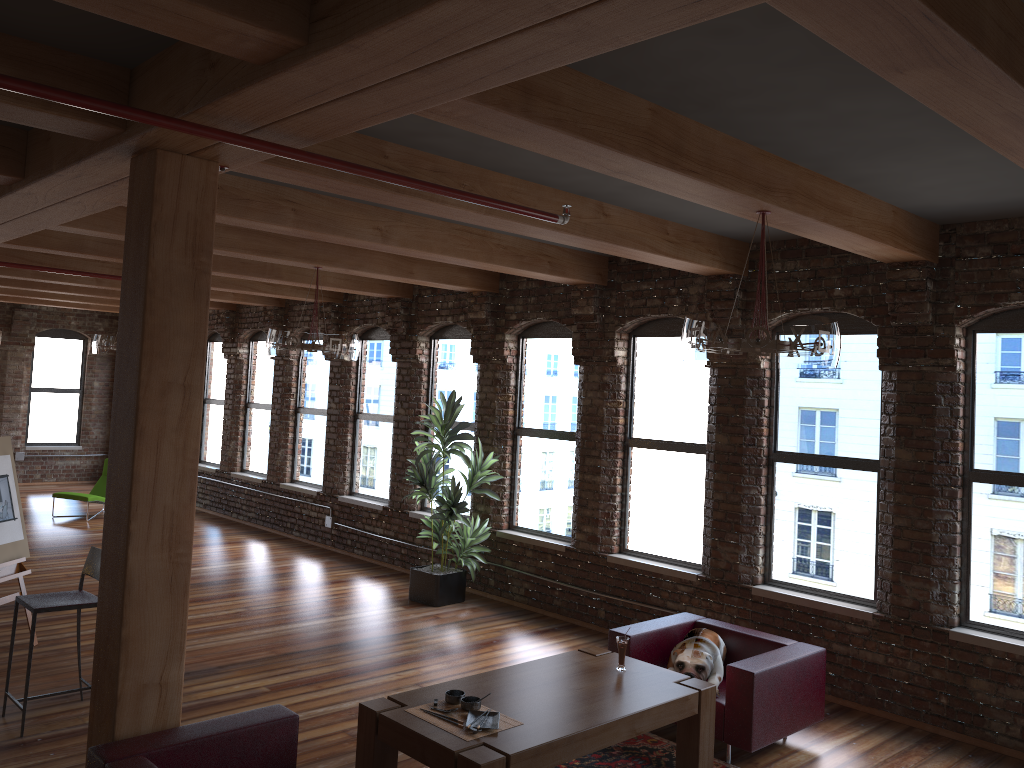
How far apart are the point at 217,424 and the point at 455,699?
10.7 meters

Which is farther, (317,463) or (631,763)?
(317,463)

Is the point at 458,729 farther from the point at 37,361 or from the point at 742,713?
the point at 37,361

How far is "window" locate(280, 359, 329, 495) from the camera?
11.94m

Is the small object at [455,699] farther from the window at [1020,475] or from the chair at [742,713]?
the window at [1020,475]

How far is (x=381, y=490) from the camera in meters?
10.9

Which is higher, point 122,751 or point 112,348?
point 112,348

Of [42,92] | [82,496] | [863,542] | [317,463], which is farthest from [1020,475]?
[82,496]

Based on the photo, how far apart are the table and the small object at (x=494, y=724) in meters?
0.1

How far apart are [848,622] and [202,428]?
11.06m
